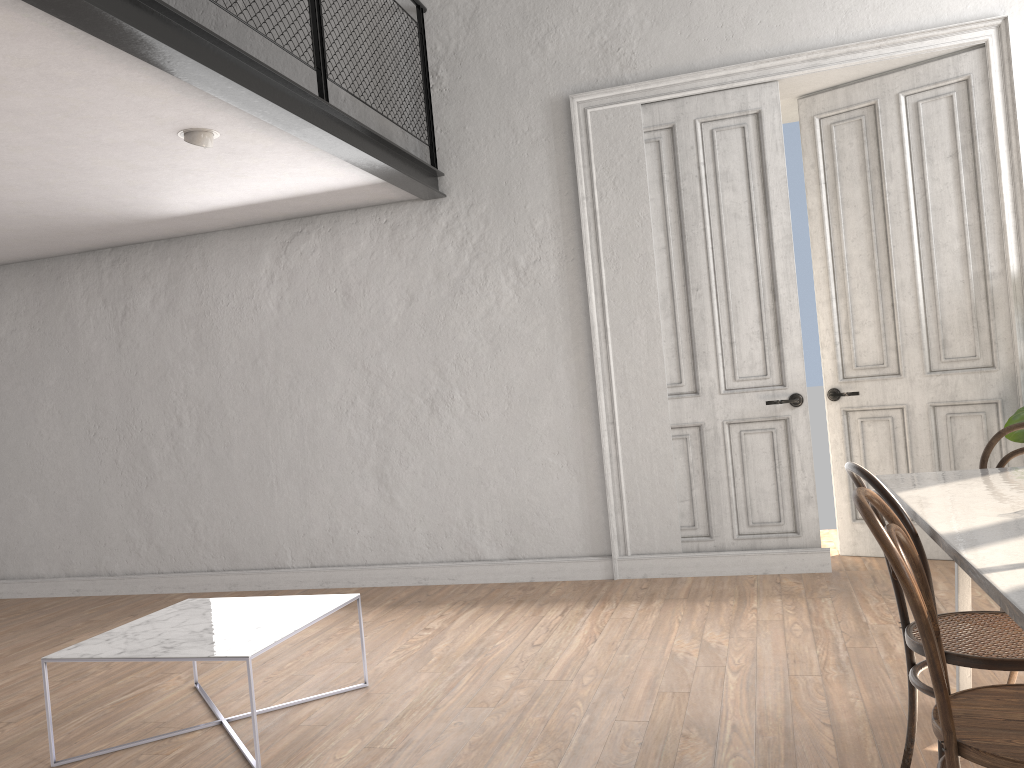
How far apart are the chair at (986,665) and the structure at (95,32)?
2.5m

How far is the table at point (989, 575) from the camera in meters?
1.6 m

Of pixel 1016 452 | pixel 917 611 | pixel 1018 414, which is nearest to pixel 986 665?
pixel 917 611

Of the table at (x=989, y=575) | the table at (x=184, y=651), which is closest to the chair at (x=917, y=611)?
the table at (x=989, y=575)

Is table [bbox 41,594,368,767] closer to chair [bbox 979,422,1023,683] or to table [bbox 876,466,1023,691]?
table [bbox 876,466,1023,691]

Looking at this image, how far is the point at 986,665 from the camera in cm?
211

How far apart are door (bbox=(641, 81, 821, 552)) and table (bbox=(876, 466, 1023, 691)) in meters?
2.0 m

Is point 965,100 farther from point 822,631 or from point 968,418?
point 822,631

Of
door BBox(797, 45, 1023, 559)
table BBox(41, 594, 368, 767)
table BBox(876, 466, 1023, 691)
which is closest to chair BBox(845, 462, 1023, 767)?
table BBox(876, 466, 1023, 691)

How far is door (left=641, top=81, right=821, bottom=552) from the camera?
5.1 meters
